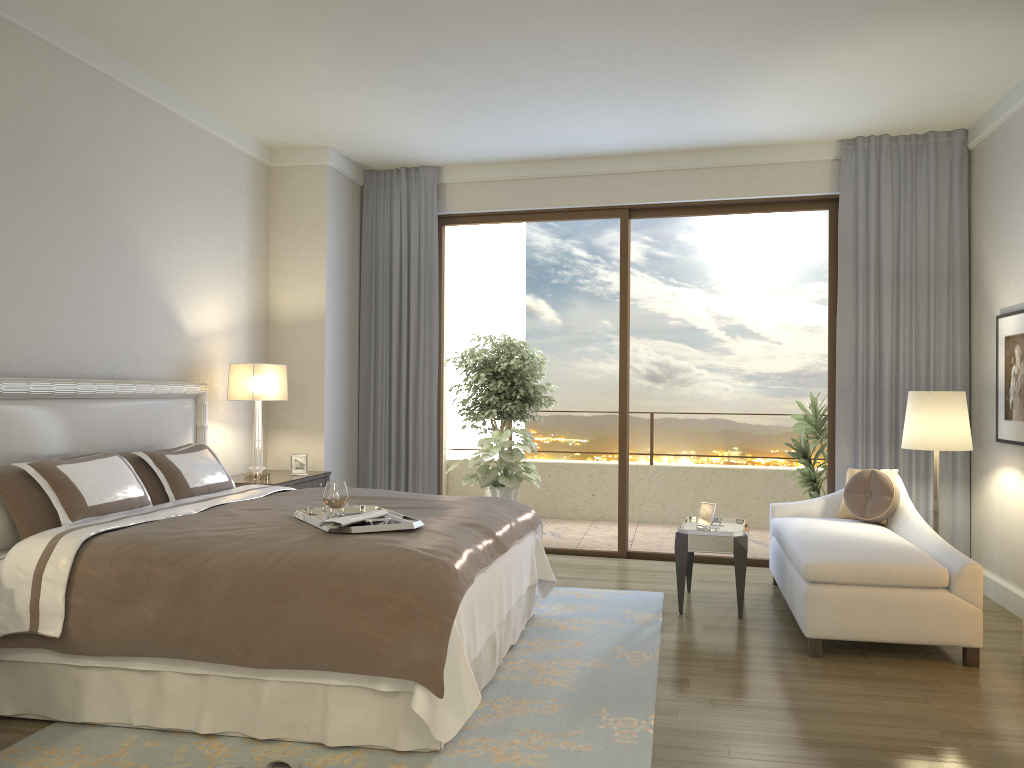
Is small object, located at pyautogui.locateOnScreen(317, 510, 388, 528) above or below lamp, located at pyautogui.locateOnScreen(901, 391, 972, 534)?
below

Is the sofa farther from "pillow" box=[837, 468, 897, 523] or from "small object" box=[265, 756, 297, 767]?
"small object" box=[265, 756, 297, 767]

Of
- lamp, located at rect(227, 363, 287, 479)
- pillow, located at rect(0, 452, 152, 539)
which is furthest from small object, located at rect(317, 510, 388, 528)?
lamp, located at rect(227, 363, 287, 479)

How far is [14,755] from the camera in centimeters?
304cm

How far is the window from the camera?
6.5m

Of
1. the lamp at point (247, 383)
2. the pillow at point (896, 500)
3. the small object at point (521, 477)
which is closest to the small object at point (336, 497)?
the lamp at point (247, 383)

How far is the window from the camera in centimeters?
655cm

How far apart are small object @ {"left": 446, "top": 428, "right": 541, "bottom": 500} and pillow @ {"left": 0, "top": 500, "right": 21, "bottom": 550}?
4.28m

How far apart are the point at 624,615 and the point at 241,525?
2.38m

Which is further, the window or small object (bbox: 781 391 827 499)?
small object (bbox: 781 391 827 499)
